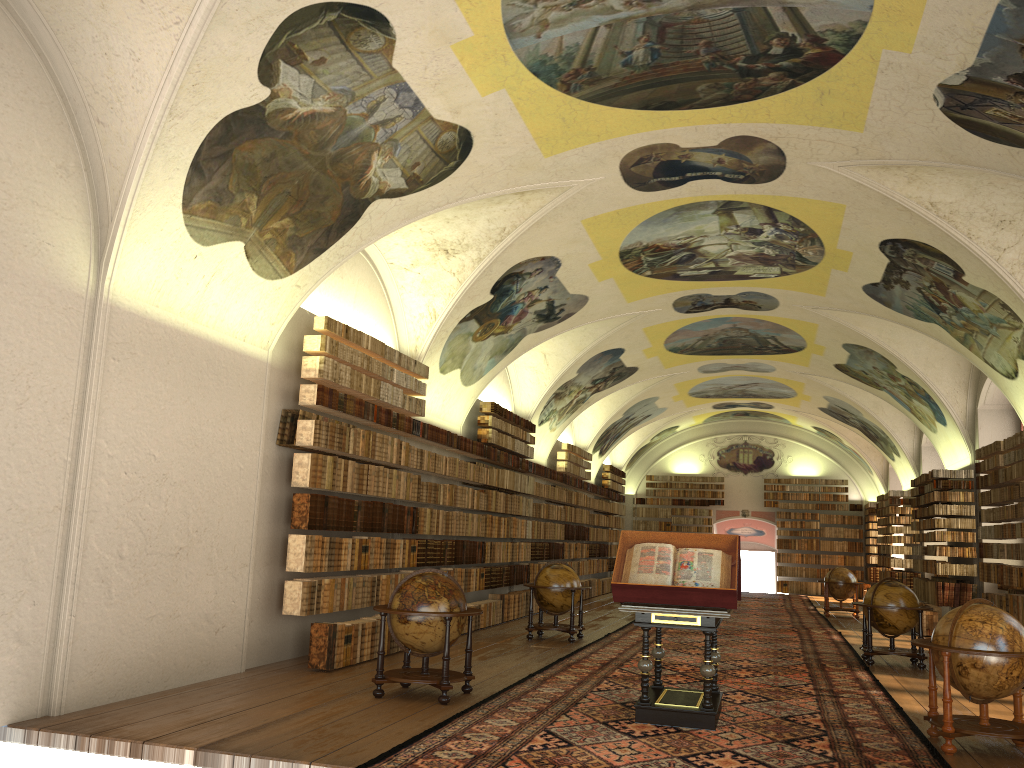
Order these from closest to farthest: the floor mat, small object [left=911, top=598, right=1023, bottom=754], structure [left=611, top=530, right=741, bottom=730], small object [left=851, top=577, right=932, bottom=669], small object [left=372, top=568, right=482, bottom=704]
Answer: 1. the floor mat
2. small object [left=911, top=598, right=1023, bottom=754]
3. structure [left=611, top=530, right=741, bottom=730]
4. small object [left=372, top=568, right=482, bottom=704]
5. small object [left=851, top=577, right=932, bottom=669]

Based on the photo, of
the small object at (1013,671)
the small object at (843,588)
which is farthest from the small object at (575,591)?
the small object at (843,588)

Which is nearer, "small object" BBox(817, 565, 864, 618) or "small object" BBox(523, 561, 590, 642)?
"small object" BBox(523, 561, 590, 642)

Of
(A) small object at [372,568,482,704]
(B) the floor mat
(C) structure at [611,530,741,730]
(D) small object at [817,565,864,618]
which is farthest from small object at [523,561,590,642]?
(D) small object at [817,565,864,618]

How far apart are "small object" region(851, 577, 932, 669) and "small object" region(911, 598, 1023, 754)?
5.71m

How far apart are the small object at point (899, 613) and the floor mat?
0.2 meters

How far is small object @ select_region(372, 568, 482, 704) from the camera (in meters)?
9.78

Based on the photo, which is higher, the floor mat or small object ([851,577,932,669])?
small object ([851,577,932,669])

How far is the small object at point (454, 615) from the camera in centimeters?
978cm

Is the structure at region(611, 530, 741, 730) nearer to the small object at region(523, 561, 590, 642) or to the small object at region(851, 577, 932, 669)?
the small object at region(851, 577, 932, 669)
